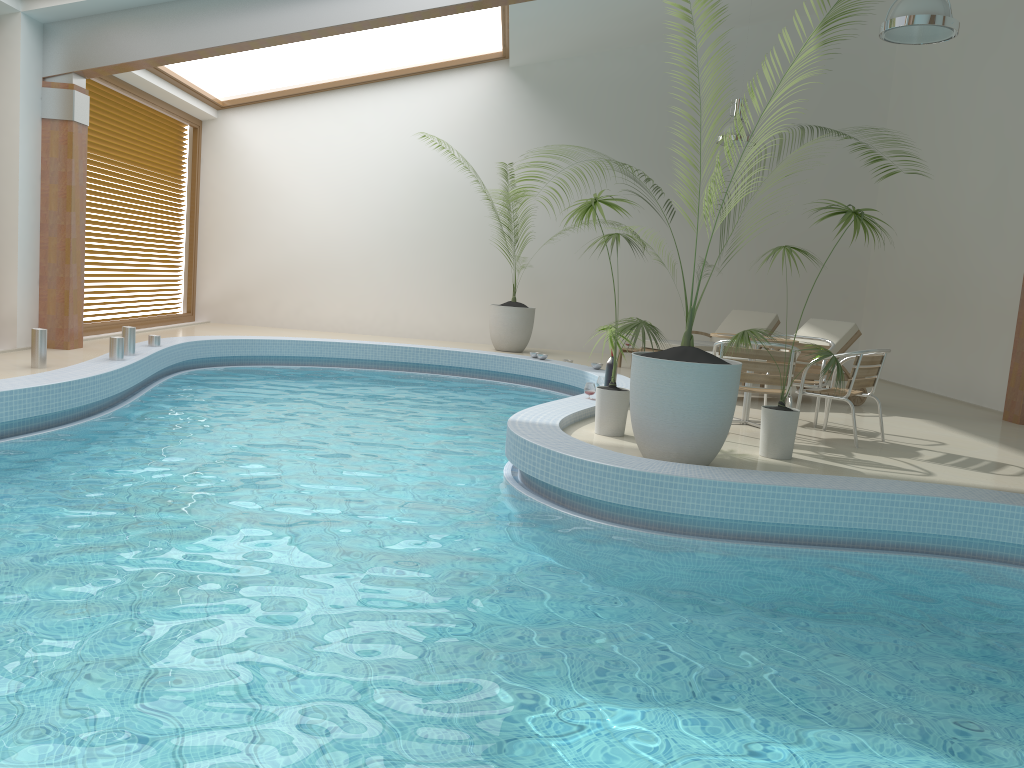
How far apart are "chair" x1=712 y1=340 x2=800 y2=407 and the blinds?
8.07m

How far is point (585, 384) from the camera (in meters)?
9.86

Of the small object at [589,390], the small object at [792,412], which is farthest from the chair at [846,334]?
the small object at [792,412]

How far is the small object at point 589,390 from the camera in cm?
746

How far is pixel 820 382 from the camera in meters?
7.4

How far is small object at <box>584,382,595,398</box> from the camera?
7.5m

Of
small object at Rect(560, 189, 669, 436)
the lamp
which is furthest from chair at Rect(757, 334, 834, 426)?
the lamp

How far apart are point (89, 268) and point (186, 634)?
8.8m

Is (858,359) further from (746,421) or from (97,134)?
(97,134)

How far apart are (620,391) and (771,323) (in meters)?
5.69
